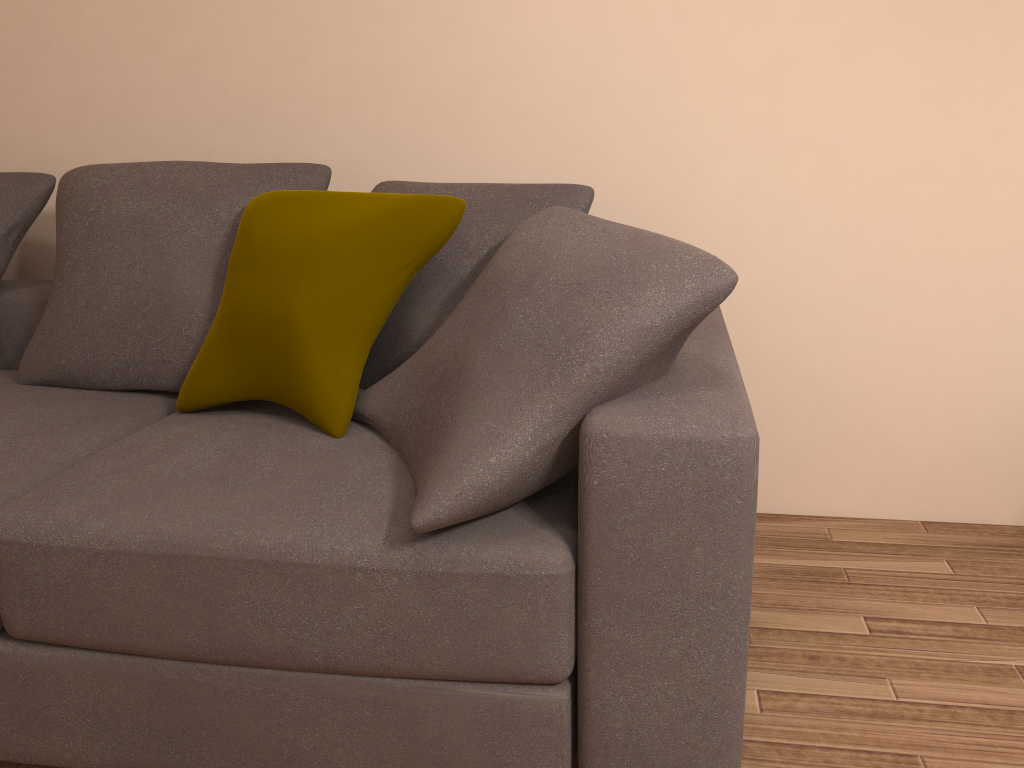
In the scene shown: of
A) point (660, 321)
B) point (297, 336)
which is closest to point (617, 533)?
point (660, 321)

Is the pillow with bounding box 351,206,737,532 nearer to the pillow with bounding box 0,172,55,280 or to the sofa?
the sofa

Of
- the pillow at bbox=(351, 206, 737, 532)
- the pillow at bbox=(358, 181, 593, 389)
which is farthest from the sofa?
the pillow at bbox=(358, 181, 593, 389)

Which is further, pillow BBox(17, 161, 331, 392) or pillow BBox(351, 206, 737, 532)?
pillow BBox(17, 161, 331, 392)

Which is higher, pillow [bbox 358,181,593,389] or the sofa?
pillow [bbox 358,181,593,389]

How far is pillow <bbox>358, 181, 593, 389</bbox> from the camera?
2.0 meters

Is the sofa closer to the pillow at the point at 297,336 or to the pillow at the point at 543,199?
the pillow at the point at 297,336

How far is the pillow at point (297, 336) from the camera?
1.8m

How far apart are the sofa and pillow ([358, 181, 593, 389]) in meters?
0.2

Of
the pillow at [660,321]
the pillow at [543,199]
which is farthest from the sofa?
the pillow at [543,199]
